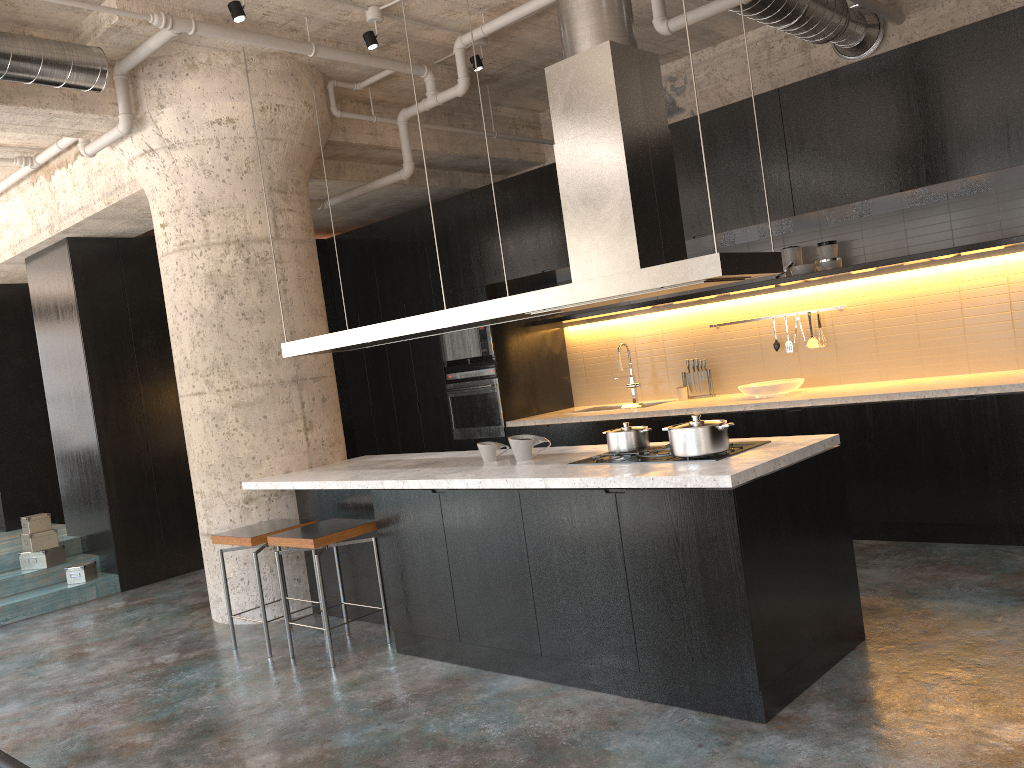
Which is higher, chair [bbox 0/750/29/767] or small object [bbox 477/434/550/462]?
small object [bbox 477/434/550/462]

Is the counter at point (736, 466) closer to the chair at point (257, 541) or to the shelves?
the chair at point (257, 541)

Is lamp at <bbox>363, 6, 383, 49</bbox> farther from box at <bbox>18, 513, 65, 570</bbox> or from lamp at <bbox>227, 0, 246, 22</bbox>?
box at <bbox>18, 513, 65, 570</bbox>

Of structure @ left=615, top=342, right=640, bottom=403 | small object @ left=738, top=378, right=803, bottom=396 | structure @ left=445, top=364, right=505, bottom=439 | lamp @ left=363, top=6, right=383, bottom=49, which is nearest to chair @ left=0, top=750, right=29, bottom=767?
lamp @ left=363, top=6, right=383, bottom=49

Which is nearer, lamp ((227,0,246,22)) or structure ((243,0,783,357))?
structure ((243,0,783,357))

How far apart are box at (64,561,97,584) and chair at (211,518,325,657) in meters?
2.8 m

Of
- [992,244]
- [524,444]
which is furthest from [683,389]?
[524,444]

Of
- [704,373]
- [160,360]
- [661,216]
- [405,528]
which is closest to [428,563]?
[405,528]

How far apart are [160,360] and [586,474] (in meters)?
5.36

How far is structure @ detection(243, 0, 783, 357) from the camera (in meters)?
3.78
